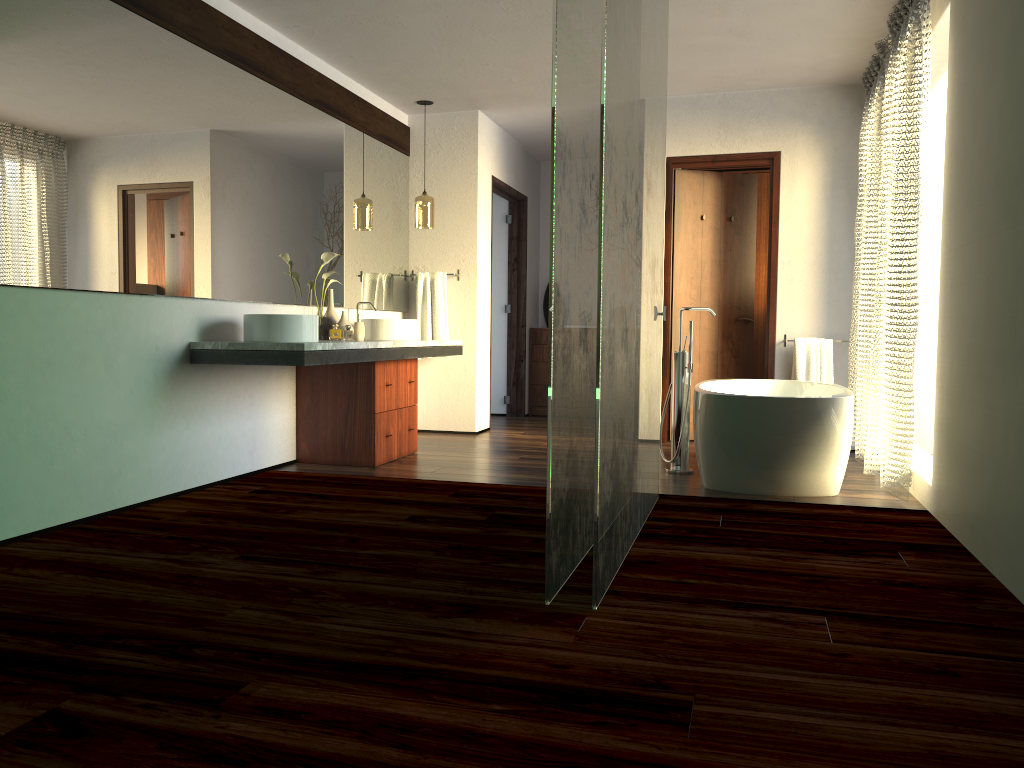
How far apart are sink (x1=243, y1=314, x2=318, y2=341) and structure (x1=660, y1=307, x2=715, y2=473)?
1.9m

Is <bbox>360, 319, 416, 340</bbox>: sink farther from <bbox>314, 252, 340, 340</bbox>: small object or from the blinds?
the blinds

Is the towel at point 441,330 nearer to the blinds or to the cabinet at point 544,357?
the cabinet at point 544,357

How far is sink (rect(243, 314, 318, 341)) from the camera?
4.1 meters

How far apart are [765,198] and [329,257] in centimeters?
387cm

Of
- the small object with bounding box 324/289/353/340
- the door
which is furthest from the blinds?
the small object with bounding box 324/289/353/340

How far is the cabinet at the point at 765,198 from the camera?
7.19m

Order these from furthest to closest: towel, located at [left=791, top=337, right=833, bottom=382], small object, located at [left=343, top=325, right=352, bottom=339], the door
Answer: small object, located at [left=343, top=325, right=352, bottom=339]
the door
towel, located at [left=791, top=337, right=833, bottom=382]

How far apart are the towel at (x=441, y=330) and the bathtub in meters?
2.1

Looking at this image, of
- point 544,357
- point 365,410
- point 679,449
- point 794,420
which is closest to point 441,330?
point 365,410
